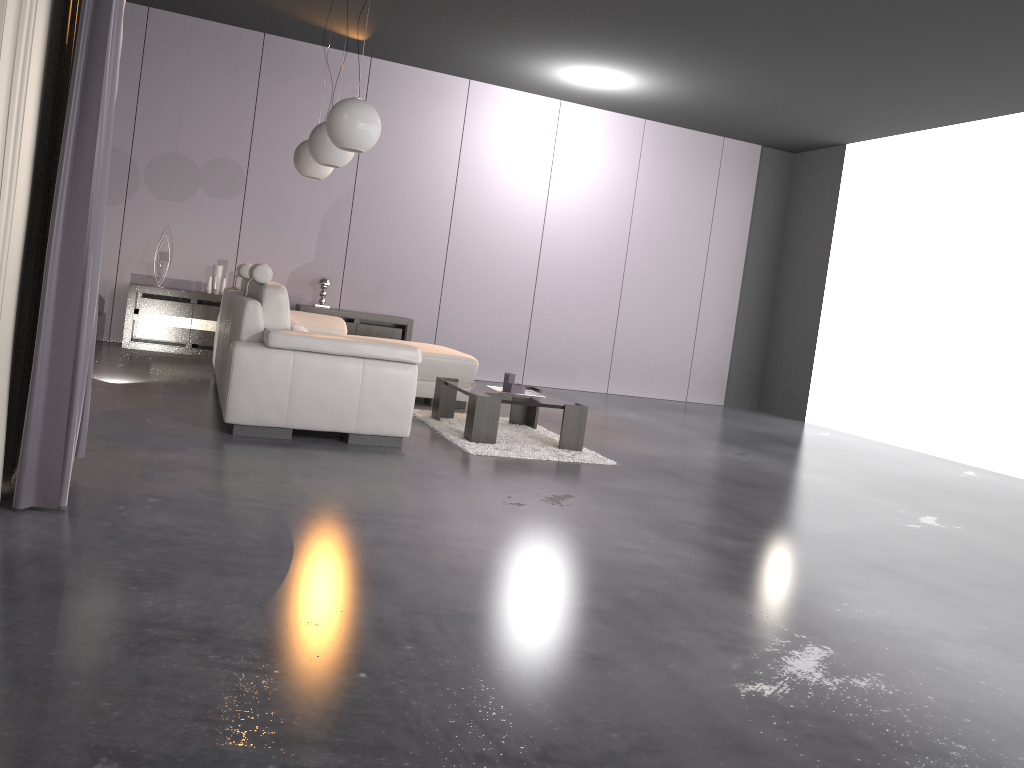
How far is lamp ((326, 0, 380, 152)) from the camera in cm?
479

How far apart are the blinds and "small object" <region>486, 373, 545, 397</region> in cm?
266

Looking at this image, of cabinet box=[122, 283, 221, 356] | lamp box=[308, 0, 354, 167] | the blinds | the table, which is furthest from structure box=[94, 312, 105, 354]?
the blinds

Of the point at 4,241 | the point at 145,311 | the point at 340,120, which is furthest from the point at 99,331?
the point at 4,241

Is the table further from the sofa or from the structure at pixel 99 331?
the structure at pixel 99 331

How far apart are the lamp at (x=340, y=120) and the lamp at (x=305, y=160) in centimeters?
150cm

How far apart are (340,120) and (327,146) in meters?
0.8

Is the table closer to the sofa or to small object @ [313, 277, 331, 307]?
the sofa

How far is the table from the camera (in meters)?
5.06

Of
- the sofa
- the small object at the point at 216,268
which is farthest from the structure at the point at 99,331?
the sofa
